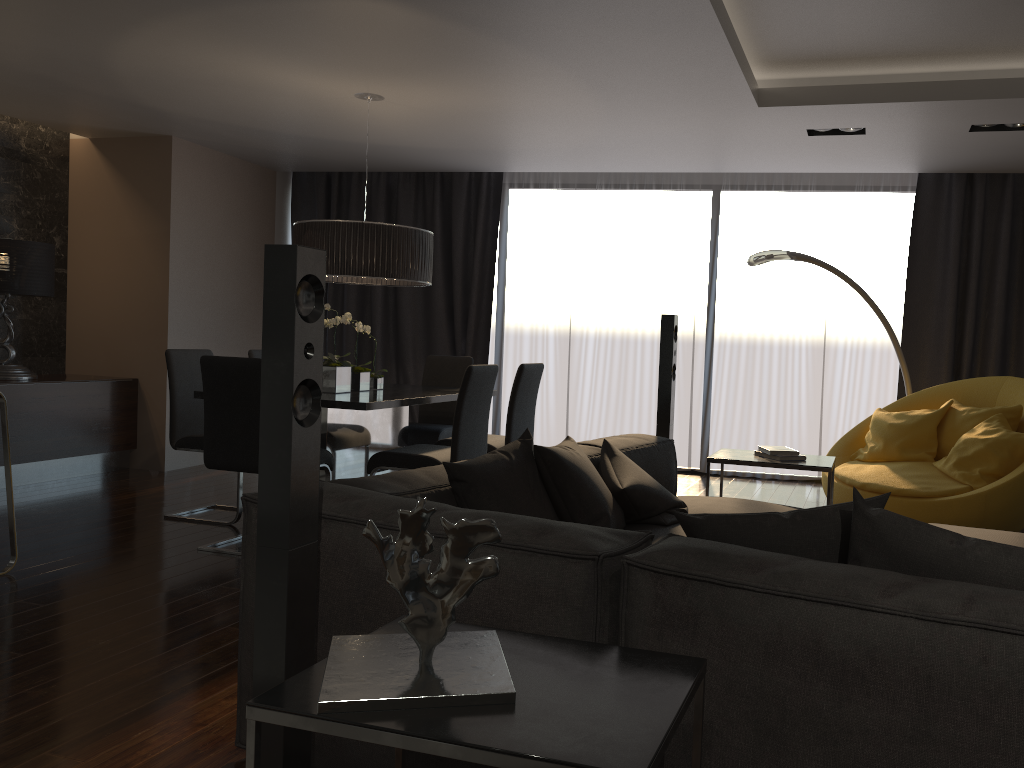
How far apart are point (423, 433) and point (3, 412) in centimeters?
258cm

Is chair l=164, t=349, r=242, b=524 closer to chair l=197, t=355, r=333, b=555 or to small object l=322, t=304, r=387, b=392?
chair l=197, t=355, r=333, b=555

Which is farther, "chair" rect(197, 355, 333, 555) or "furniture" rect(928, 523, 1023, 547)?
"chair" rect(197, 355, 333, 555)

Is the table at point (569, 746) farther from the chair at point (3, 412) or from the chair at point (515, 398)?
the chair at point (515, 398)

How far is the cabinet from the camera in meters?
6.1

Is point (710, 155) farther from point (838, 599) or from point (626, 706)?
point (626, 706)

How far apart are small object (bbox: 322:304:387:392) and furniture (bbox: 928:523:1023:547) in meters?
3.2 m

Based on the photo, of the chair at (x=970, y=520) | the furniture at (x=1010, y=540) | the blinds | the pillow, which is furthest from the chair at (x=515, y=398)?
the furniture at (x=1010, y=540)

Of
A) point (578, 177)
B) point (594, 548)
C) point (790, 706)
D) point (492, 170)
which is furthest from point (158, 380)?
point (790, 706)

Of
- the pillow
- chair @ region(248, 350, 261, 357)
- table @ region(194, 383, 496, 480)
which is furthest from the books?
chair @ region(248, 350, 261, 357)
